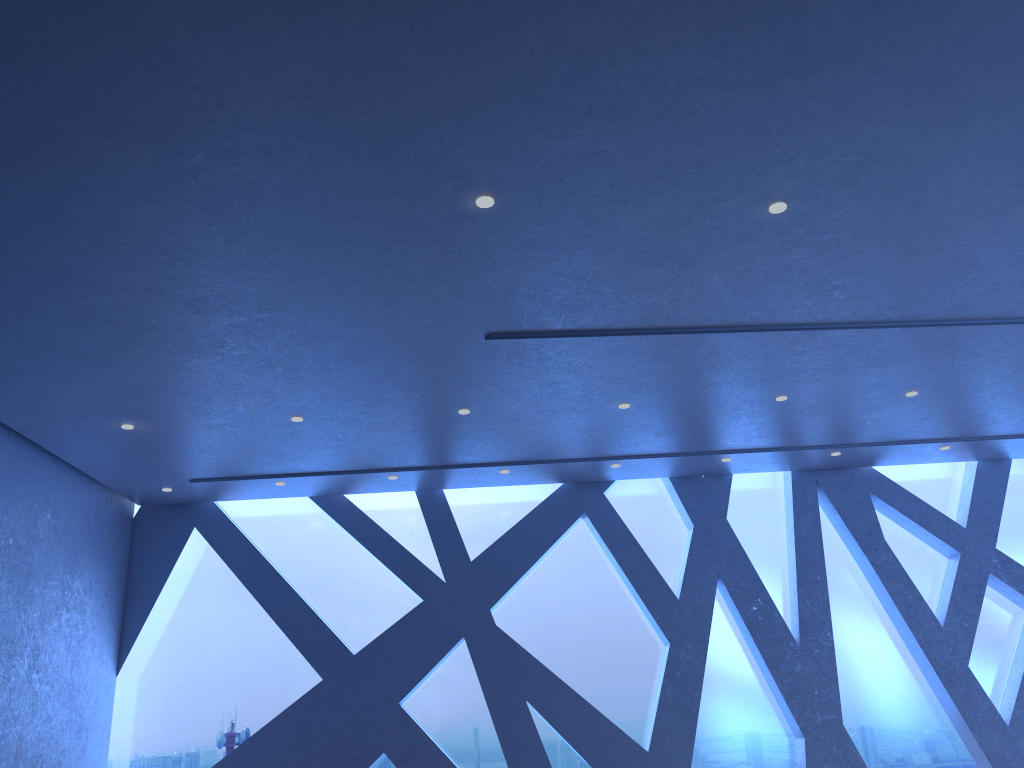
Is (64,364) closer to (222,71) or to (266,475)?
(266,475)
